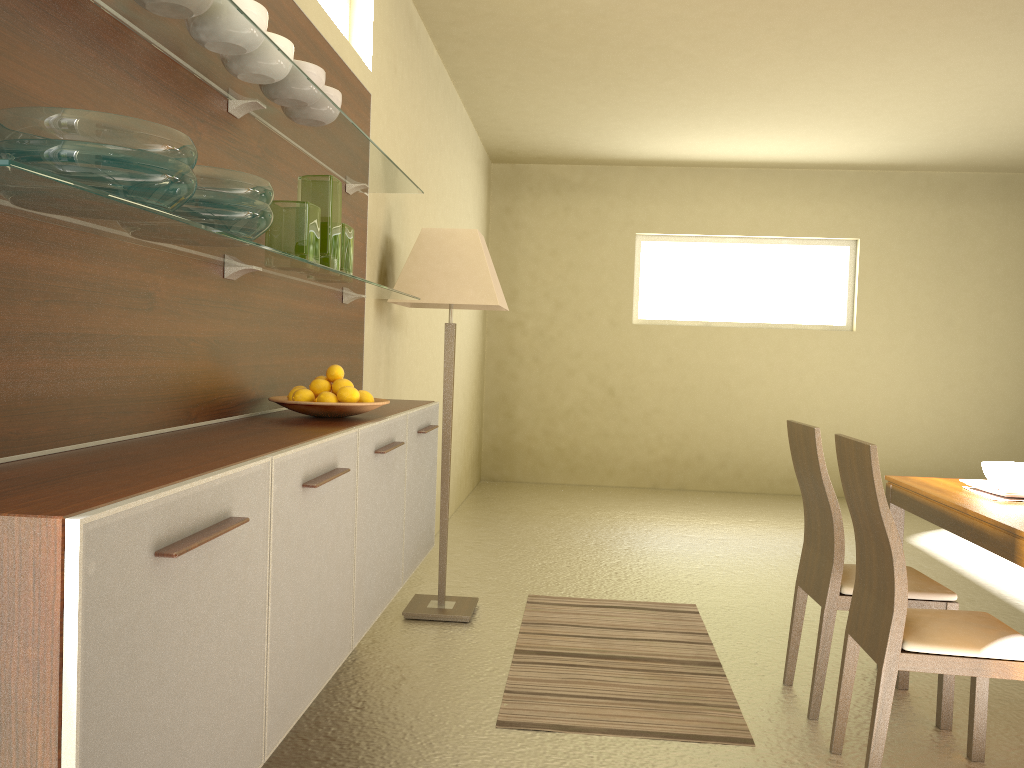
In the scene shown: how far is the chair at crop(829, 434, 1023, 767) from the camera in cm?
245

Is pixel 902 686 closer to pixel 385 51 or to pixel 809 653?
pixel 809 653

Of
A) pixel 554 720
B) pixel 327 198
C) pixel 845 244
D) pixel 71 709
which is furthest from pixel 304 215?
pixel 845 244

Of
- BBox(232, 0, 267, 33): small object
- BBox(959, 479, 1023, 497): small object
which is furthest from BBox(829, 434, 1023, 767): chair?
BBox(232, 0, 267, 33): small object

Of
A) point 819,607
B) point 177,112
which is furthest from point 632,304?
point 177,112

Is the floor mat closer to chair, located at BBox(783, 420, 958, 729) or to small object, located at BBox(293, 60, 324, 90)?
chair, located at BBox(783, 420, 958, 729)

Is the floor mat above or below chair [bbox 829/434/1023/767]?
below

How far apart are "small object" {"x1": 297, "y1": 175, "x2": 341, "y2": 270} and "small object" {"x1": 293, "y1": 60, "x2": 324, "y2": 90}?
0.3 meters

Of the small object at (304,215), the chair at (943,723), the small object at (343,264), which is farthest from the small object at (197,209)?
the chair at (943,723)

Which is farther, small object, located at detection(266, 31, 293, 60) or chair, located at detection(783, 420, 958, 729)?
chair, located at detection(783, 420, 958, 729)
